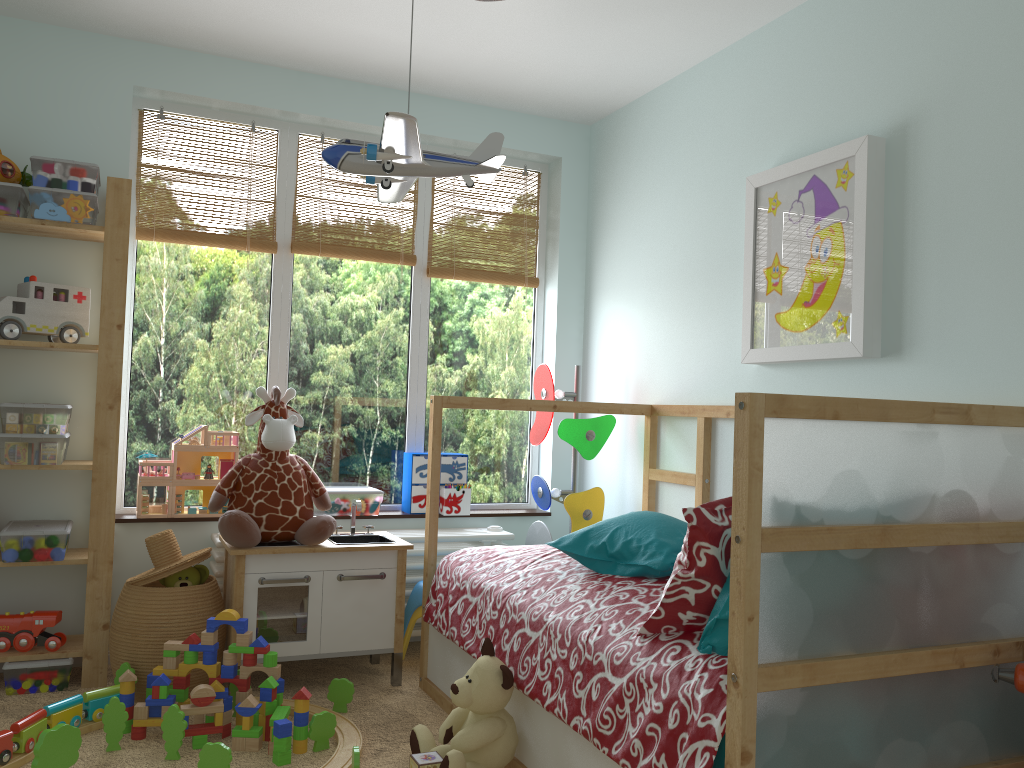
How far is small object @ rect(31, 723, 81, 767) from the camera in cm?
206

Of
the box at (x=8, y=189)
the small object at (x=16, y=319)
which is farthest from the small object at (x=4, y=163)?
the small object at (x=16, y=319)

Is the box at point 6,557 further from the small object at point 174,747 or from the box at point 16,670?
the small object at point 174,747

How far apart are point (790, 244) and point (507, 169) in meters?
1.6

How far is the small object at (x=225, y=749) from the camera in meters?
2.1 m

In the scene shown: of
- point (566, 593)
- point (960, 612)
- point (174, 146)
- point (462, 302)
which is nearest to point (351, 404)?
point (462, 302)

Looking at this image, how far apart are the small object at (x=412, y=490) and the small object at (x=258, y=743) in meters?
1.2

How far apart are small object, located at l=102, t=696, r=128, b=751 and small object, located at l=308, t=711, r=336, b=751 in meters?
0.5 m

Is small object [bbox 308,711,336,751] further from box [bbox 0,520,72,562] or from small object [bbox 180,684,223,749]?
box [bbox 0,520,72,562]

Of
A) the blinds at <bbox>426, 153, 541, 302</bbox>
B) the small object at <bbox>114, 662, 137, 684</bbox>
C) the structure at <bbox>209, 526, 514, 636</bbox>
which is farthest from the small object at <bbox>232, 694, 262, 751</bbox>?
the blinds at <bbox>426, 153, 541, 302</bbox>
